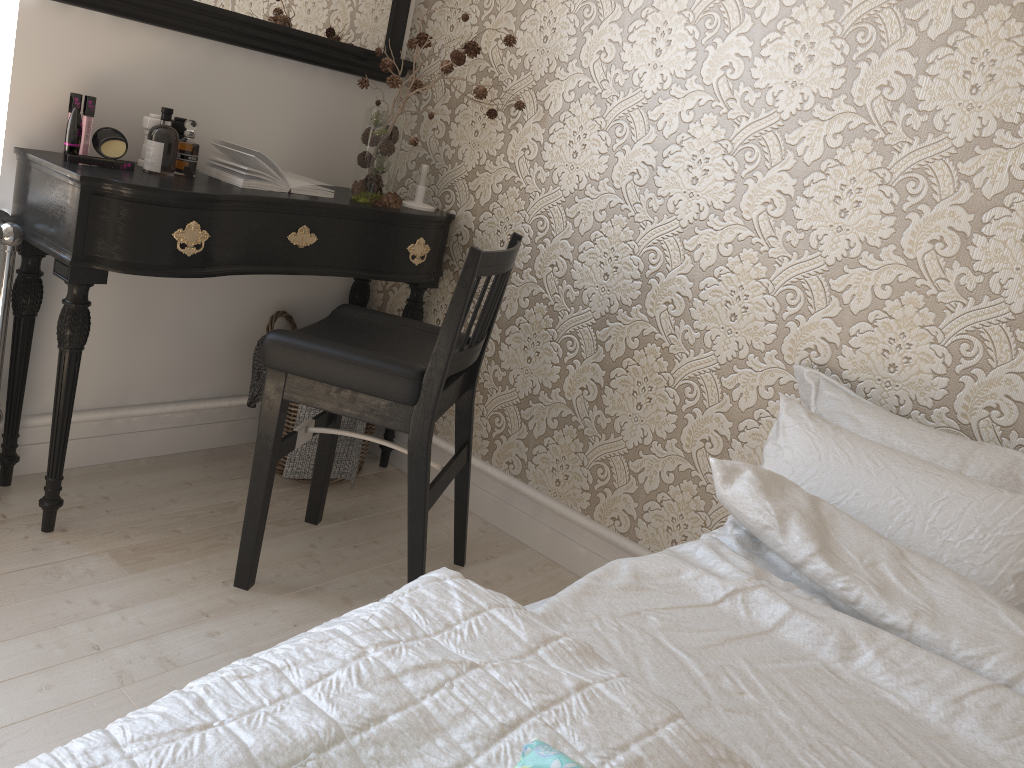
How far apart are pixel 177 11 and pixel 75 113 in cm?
37

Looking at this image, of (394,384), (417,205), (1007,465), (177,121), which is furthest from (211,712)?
(417,205)

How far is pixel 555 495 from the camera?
2.44m

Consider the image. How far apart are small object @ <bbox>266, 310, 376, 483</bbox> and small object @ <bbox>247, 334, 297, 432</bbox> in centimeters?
8cm

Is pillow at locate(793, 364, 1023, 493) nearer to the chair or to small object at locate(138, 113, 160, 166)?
the chair

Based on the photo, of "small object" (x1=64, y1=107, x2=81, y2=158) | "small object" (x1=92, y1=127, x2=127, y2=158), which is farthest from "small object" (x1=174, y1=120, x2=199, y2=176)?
"small object" (x1=64, y1=107, x2=81, y2=158)

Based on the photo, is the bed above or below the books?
below

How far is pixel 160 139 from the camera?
2.0m

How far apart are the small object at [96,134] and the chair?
0.60m

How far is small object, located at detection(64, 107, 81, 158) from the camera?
1.9m
